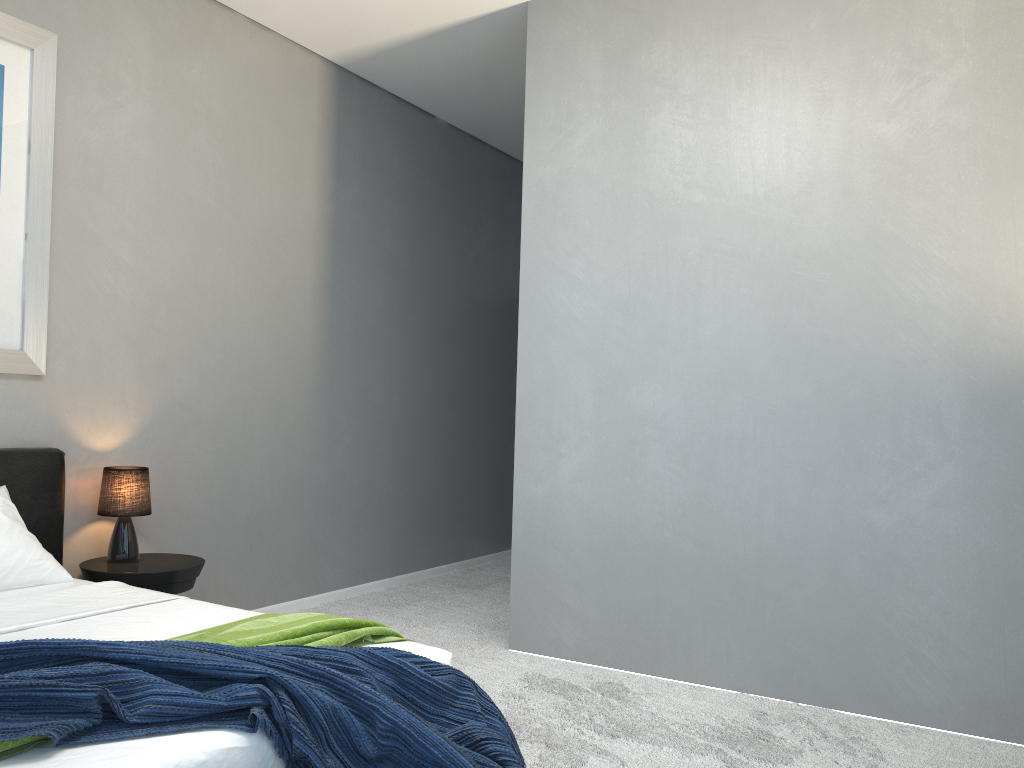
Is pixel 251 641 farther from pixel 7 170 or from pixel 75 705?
pixel 7 170

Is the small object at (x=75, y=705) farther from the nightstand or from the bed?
the nightstand

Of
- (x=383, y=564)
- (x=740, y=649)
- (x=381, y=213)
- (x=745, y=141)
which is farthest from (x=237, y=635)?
(x=381, y=213)

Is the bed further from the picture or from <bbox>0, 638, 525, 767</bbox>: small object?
the picture

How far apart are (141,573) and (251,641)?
1.6 meters

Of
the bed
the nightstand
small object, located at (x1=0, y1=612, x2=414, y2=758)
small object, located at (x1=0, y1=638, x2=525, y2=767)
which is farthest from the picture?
small object, located at (x1=0, y1=638, x2=525, y2=767)

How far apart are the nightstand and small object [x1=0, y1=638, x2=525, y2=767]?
1.7 meters

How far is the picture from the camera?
3.48m

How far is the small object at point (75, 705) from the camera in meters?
1.7

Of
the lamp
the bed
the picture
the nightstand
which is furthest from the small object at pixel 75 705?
the picture
